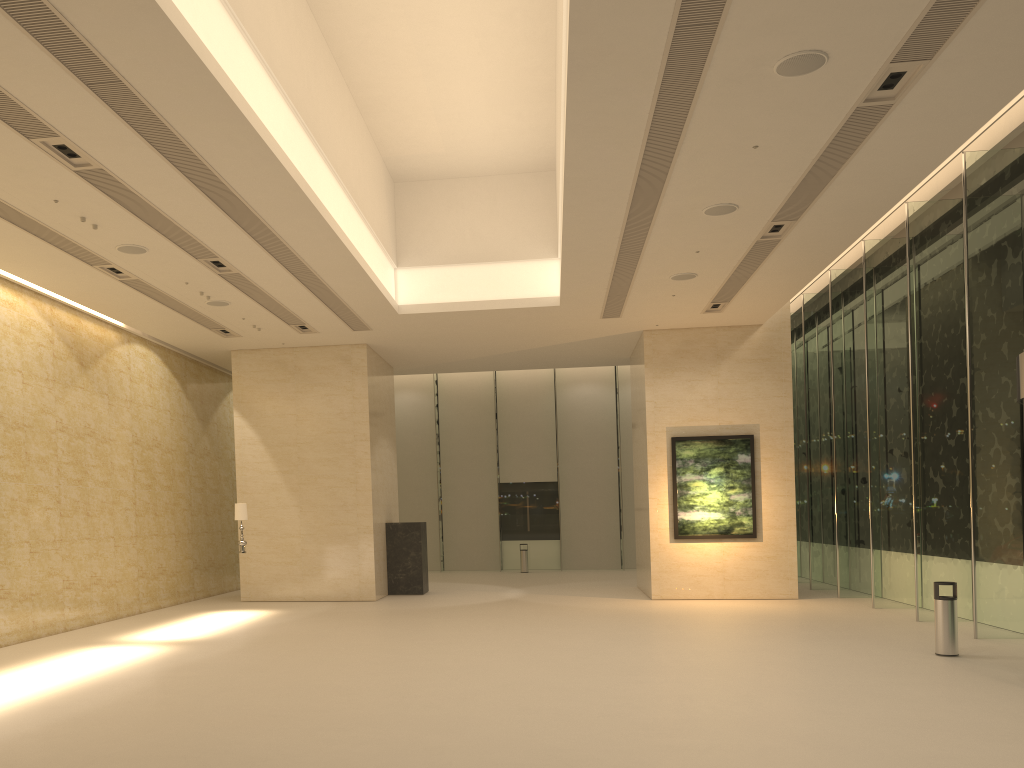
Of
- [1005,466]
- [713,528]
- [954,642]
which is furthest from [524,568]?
[954,642]

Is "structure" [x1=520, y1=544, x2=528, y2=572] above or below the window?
below

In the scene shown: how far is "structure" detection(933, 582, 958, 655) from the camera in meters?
11.4

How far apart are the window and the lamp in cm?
1242

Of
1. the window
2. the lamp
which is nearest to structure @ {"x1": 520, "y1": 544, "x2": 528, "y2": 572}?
the window

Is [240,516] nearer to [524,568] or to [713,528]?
[713,528]

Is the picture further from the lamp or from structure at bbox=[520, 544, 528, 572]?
structure at bbox=[520, 544, 528, 572]

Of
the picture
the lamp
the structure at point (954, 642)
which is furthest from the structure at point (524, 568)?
the structure at point (954, 642)

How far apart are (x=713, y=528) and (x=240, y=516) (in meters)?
9.99

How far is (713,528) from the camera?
19.1m
